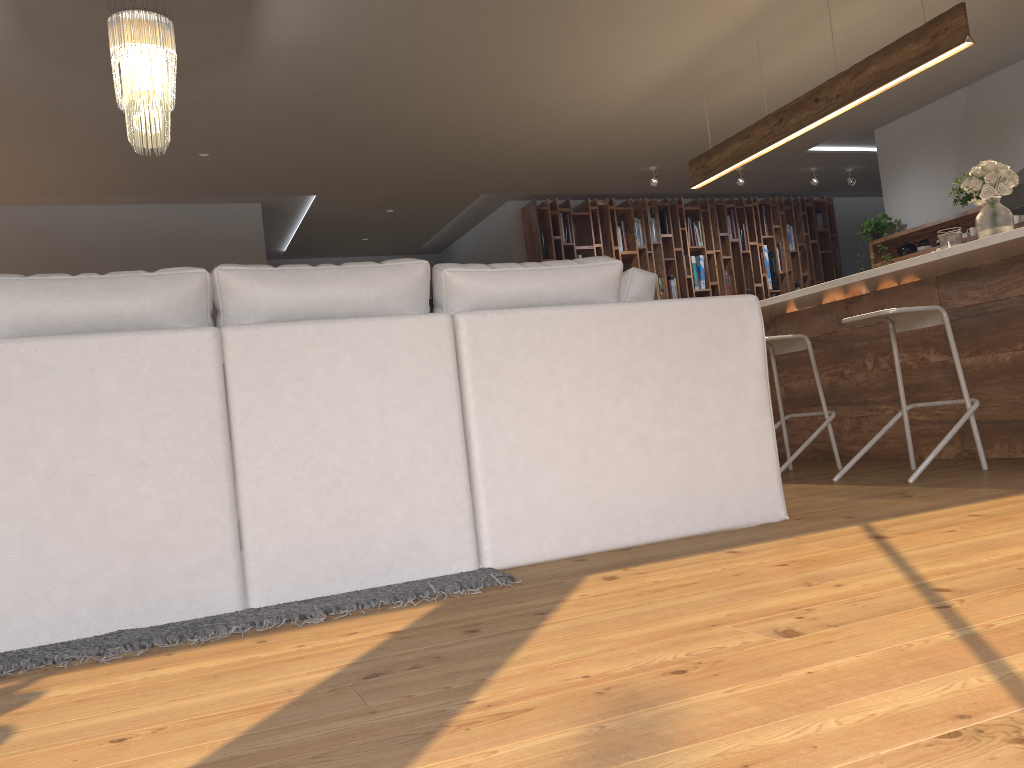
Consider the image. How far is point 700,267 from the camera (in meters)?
9.77

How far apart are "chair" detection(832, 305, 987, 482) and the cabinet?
0.22m

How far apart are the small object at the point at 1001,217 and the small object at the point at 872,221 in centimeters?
382cm

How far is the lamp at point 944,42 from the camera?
4.44m

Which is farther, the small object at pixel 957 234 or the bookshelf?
the bookshelf

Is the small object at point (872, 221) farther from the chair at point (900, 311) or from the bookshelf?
the chair at point (900, 311)

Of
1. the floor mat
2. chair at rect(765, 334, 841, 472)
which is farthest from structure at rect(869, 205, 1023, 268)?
the floor mat

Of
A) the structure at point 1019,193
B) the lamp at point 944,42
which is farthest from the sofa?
the structure at point 1019,193

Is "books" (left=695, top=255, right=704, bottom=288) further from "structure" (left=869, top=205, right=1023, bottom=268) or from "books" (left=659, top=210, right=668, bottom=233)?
"structure" (left=869, top=205, right=1023, bottom=268)

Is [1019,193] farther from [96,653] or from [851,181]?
[96,653]
